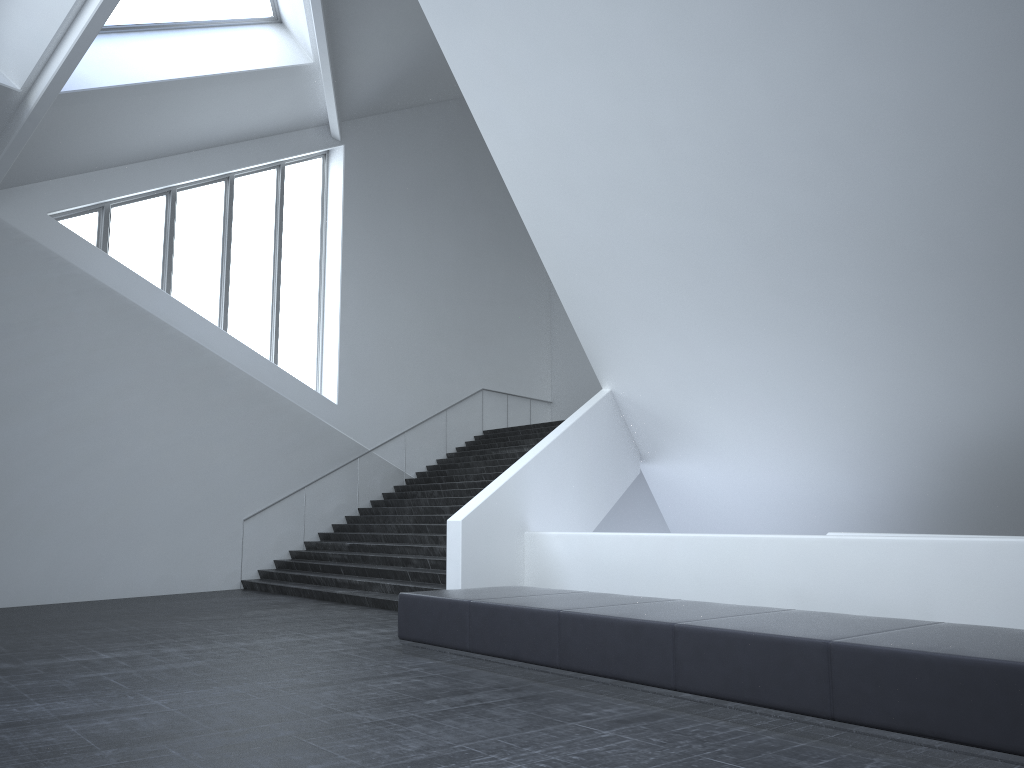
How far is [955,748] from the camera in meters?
4.5

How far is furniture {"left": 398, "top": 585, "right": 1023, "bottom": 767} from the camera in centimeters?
451cm

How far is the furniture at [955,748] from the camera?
4.5m
